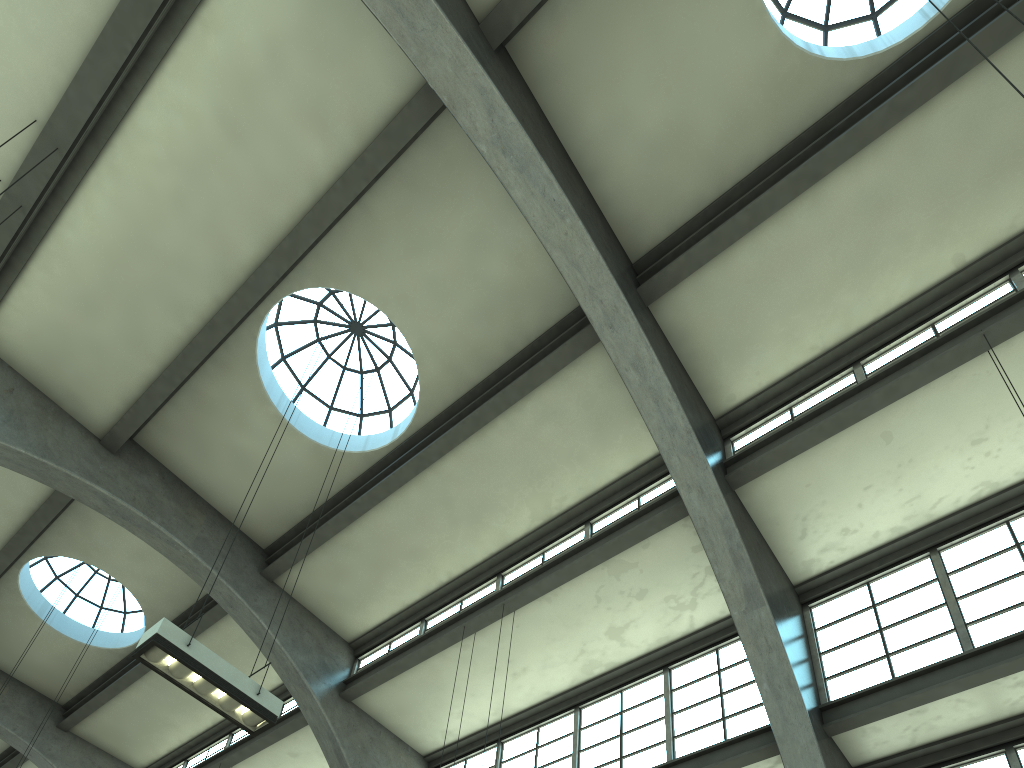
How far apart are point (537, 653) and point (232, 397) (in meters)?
6.60

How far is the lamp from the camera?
7.67m

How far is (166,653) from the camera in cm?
767

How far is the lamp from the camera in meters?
7.7 m
